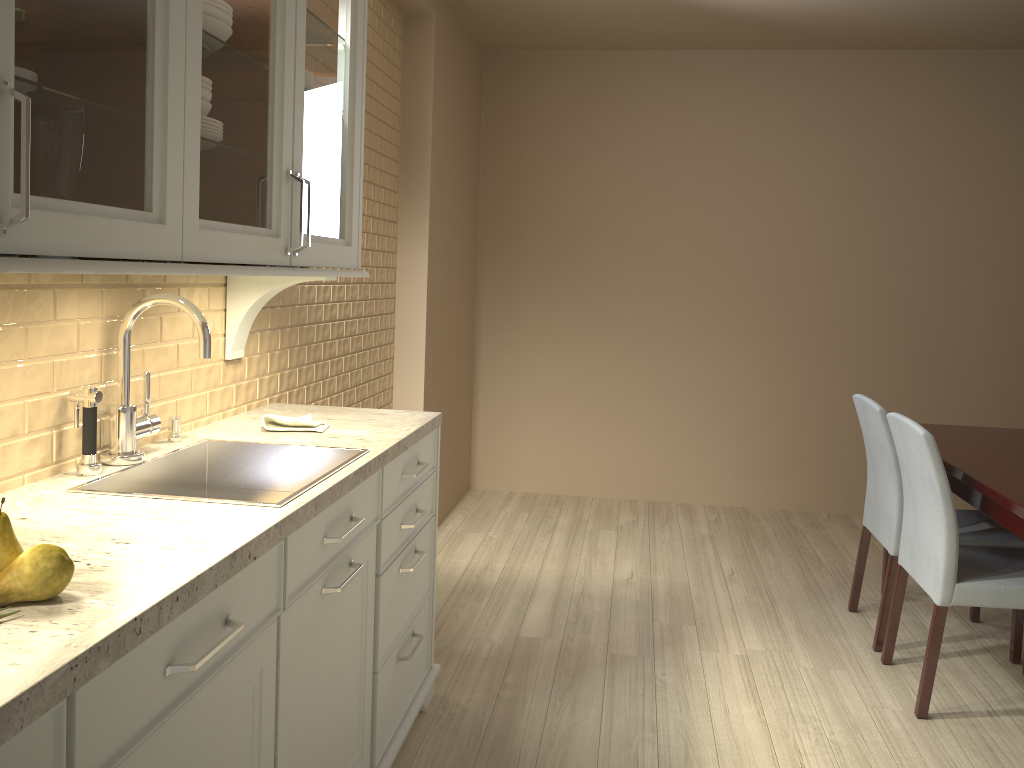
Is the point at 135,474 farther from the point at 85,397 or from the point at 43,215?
the point at 43,215

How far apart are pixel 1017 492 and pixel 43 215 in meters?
2.4

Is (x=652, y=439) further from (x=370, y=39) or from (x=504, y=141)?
(x=370, y=39)

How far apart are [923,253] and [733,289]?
0.97m

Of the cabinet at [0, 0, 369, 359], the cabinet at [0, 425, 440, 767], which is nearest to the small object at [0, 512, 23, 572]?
the cabinet at [0, 425, 440, 767]

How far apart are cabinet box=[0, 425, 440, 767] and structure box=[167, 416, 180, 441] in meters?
0.4 m

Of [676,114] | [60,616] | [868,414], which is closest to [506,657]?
[868,414]

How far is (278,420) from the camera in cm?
213

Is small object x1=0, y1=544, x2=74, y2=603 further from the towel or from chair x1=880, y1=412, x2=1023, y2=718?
chair x1=880, y1=412, x2=1023, y2=718

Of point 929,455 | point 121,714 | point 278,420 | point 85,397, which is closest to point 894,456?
point 929,455
